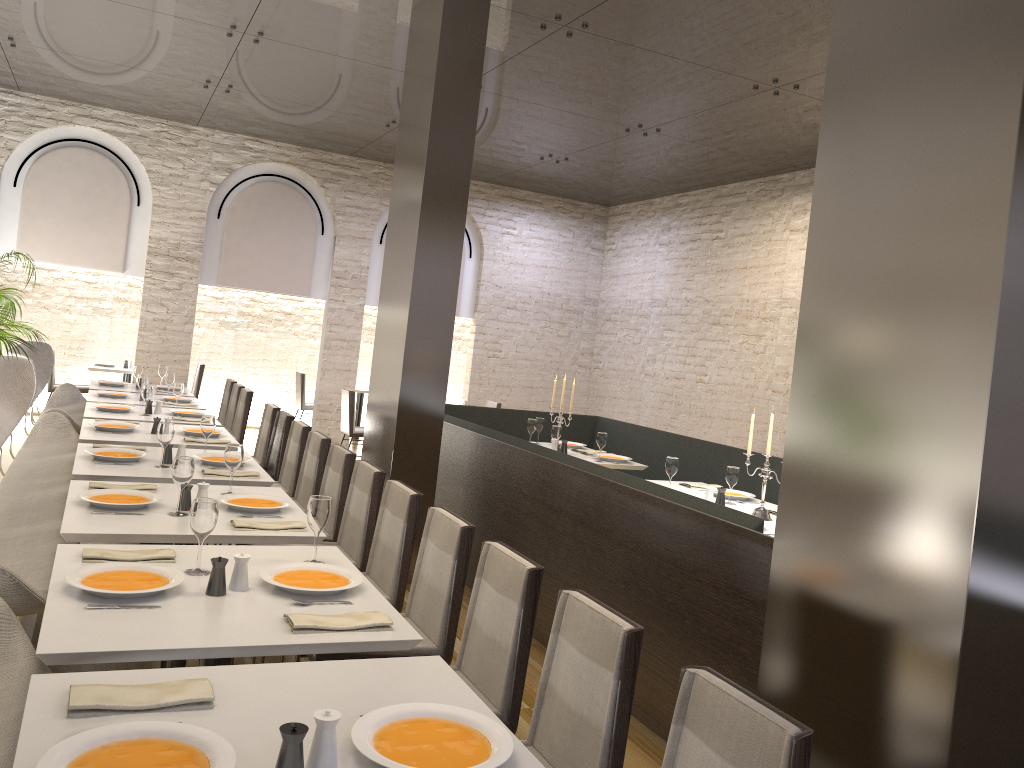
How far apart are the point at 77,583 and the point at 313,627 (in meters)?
0.69

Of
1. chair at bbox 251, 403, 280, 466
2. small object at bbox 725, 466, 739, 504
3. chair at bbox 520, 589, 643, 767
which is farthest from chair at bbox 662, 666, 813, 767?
chair at bbox 251, 403, 280, 466

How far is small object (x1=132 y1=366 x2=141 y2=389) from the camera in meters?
8.7 m

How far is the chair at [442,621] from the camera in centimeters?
325cm

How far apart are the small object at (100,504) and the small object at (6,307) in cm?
487

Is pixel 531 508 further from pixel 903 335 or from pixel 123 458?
pixel 903 335

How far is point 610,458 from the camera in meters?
7.0

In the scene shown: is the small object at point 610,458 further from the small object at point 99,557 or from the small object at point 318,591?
the small object at point 99,557

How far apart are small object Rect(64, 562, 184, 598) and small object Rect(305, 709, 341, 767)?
1.0m

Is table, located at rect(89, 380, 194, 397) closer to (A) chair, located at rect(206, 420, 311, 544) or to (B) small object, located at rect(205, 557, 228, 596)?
→ (A) chair, located at rect(206, 420, 311, 544)
